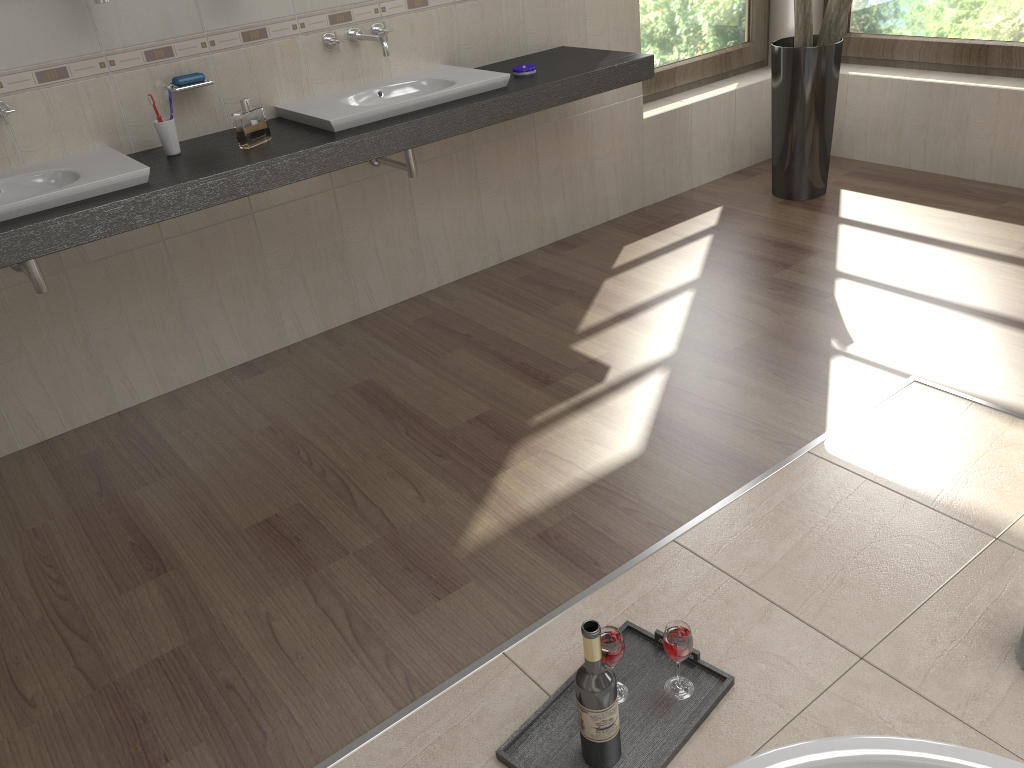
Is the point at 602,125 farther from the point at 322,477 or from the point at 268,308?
the point at 322,477

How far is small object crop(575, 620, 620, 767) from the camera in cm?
144

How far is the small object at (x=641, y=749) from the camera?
1.57m

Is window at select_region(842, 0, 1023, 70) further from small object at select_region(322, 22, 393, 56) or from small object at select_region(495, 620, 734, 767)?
small object at select_region(495, 620, 734, 767)

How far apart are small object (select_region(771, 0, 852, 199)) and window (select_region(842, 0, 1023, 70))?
0.58m

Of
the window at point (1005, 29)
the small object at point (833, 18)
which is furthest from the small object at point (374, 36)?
the window at point (1005, 29)

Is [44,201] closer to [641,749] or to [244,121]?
[244,121]

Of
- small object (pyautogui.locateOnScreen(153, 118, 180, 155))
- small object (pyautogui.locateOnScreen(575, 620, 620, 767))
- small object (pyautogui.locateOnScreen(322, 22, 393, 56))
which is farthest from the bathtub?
small object (pyautogui.locateOnScreen(322, 22, 393, 56))

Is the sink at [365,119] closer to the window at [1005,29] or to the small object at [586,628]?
the small object at [586,628]

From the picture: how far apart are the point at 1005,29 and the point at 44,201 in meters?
3.8
